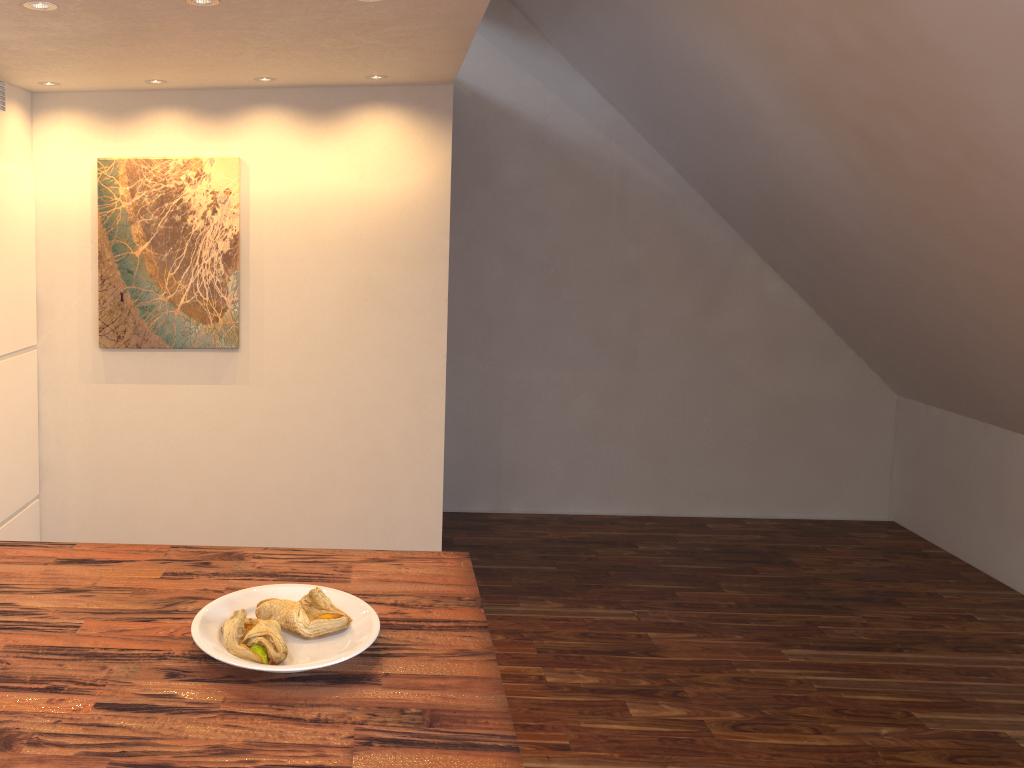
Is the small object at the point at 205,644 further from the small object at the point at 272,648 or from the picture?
the picture

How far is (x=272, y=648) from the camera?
1.3 meters

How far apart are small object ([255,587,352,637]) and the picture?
1.8m

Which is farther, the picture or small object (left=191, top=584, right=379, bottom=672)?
the picture

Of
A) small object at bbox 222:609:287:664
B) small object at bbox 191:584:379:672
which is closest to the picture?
small object at bbox 191:584:379:672

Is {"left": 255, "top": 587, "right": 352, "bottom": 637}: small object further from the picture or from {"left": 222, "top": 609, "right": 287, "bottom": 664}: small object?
the picture

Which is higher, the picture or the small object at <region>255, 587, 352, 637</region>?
the picture

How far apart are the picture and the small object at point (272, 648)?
1.9 meters

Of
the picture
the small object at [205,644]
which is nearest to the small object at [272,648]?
the small object at [205,644]

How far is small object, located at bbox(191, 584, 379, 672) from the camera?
1.3 meters
